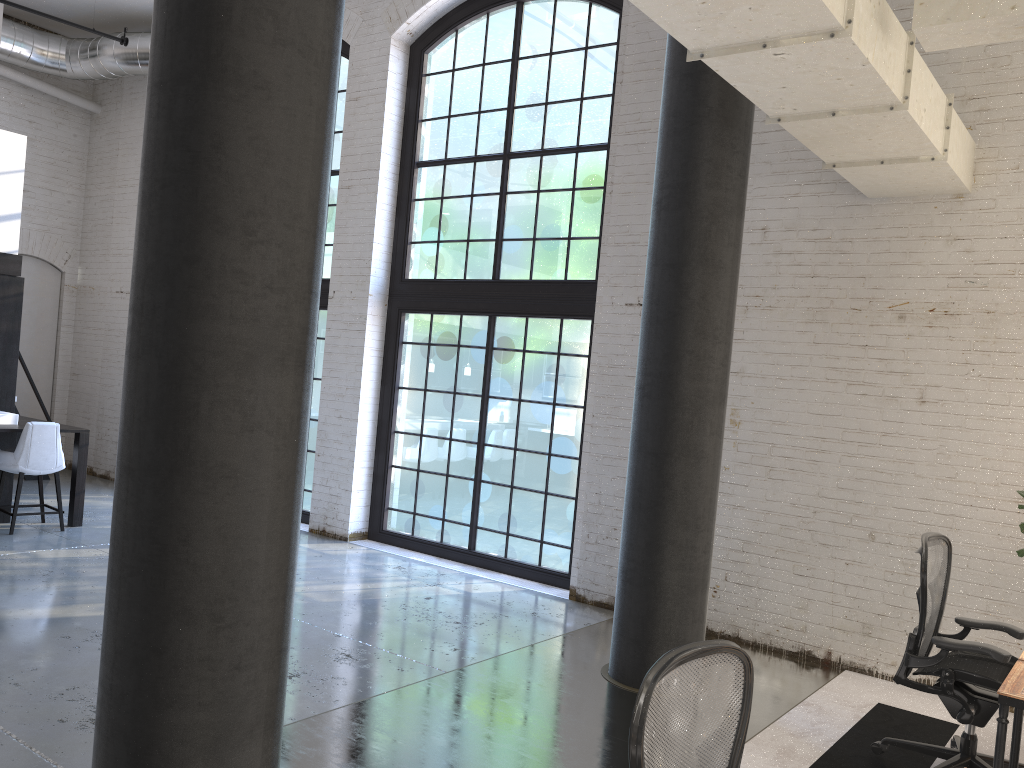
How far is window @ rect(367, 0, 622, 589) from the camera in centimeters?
733cm

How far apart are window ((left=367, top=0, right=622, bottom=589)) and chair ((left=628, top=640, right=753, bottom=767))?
5.1 meters

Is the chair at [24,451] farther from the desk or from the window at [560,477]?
the desk

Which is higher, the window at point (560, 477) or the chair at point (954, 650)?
the window at point (560, 477)

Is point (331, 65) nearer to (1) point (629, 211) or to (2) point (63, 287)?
(1) point (629, 211)

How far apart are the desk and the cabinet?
7.3m

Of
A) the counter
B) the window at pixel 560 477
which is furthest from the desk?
the counter

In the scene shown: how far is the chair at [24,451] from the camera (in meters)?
7.36

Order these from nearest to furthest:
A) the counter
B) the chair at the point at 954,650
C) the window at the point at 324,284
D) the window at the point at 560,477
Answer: the chair at the point at 954,650
the window at the point at 560,477
the counter
the window at the point at 324,284

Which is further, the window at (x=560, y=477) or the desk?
the window at (x=560, y=477)
